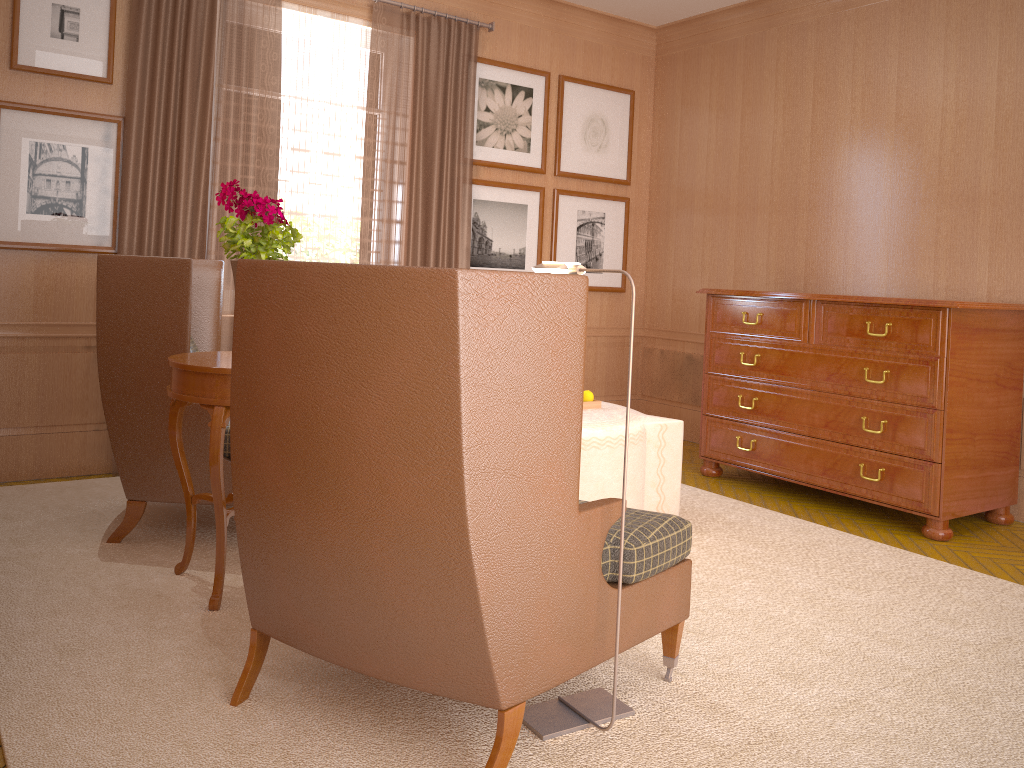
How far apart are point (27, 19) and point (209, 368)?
4.43m

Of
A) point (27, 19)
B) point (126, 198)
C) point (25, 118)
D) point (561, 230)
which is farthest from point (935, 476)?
point (27, 19)

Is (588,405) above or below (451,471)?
below

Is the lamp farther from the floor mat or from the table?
the table

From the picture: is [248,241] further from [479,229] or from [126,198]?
[479,229]

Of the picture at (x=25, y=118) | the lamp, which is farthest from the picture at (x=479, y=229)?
the lamp

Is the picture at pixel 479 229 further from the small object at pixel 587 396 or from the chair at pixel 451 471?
the chair at pixel 451 471

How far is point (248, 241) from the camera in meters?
5.1

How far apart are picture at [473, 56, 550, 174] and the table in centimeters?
509cm

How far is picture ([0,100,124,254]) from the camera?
7.37m
